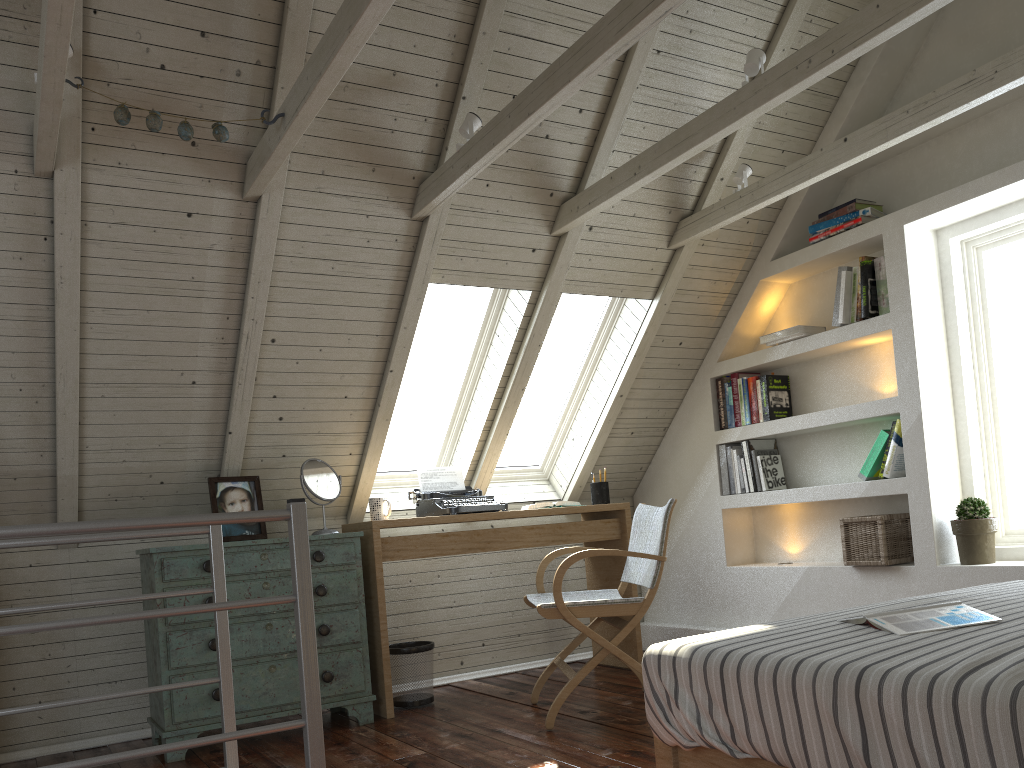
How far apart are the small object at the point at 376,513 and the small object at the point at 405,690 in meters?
0.5 m

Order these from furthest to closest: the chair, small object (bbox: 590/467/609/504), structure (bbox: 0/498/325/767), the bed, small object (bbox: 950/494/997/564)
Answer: small object (bbox: 590/467/609/504) < small object (bbox: 950/494/997/564) < the chair < structure (bbox: 0/498/325/767) < the bed

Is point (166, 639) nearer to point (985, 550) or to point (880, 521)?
point (880, 521)

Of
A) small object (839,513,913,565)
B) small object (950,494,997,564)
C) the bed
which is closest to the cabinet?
the bed

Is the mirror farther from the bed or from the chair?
the bed

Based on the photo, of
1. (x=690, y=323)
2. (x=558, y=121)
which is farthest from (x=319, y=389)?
(x=690, y=323)

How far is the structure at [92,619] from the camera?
1.5 meters

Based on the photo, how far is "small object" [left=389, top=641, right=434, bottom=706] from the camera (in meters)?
3.61

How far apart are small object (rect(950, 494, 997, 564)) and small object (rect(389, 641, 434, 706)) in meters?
2.1 m

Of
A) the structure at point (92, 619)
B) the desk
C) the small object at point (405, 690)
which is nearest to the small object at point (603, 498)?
the desk
